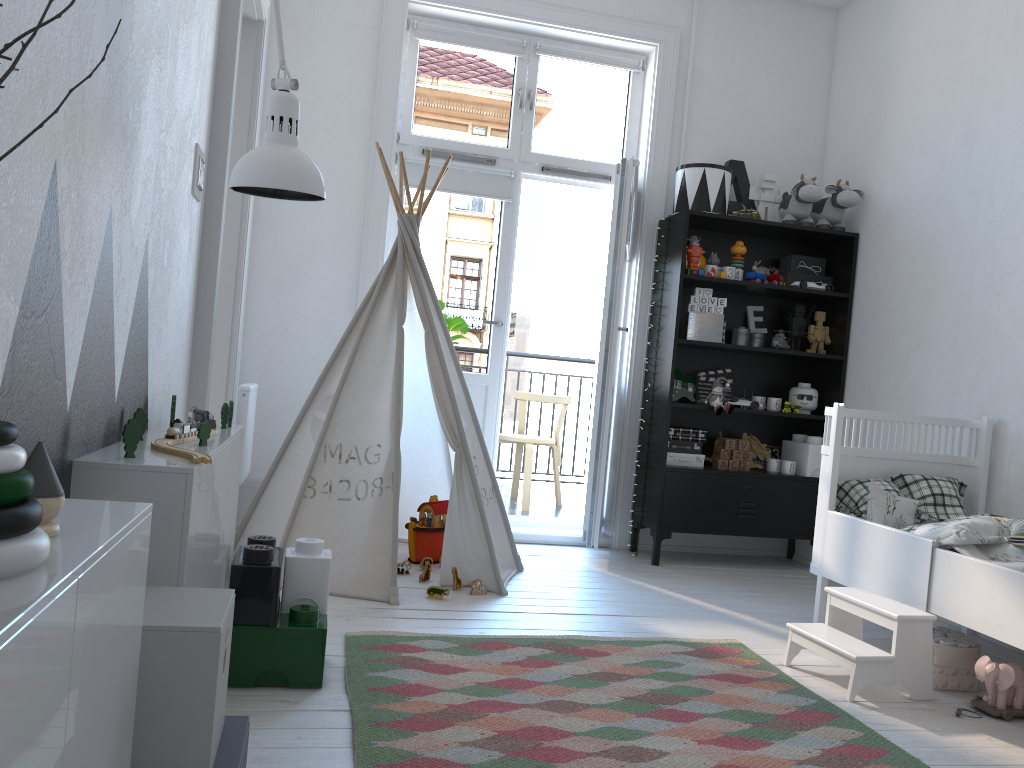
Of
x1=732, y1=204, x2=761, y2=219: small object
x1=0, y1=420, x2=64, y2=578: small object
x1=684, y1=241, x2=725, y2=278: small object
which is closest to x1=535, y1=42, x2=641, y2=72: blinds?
x1=732, y1=204, x2=761, y2=219: small object

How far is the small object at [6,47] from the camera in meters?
0.4

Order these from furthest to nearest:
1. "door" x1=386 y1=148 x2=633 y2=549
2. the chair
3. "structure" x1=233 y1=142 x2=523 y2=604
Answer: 1. the chair
2. "door" x1=386 y1=148 x2=633 y2=549
3. "structure" x1=233 y1=142 x2=523 y2=604

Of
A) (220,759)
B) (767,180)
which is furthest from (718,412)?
(220,759)

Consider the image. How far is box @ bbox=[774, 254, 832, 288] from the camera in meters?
4.5 m

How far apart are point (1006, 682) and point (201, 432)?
2.2m

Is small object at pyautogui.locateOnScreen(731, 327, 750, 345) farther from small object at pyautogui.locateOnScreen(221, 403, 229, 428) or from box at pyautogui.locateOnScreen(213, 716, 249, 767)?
box at pyautogui.locateOnScreen(213, 716, 249, 767)

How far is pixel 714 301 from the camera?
4.2 meters

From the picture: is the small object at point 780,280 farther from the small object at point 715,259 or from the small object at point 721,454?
the small object at point 721,454

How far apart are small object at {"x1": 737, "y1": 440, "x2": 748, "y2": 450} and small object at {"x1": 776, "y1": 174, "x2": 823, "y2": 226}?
1.11m
